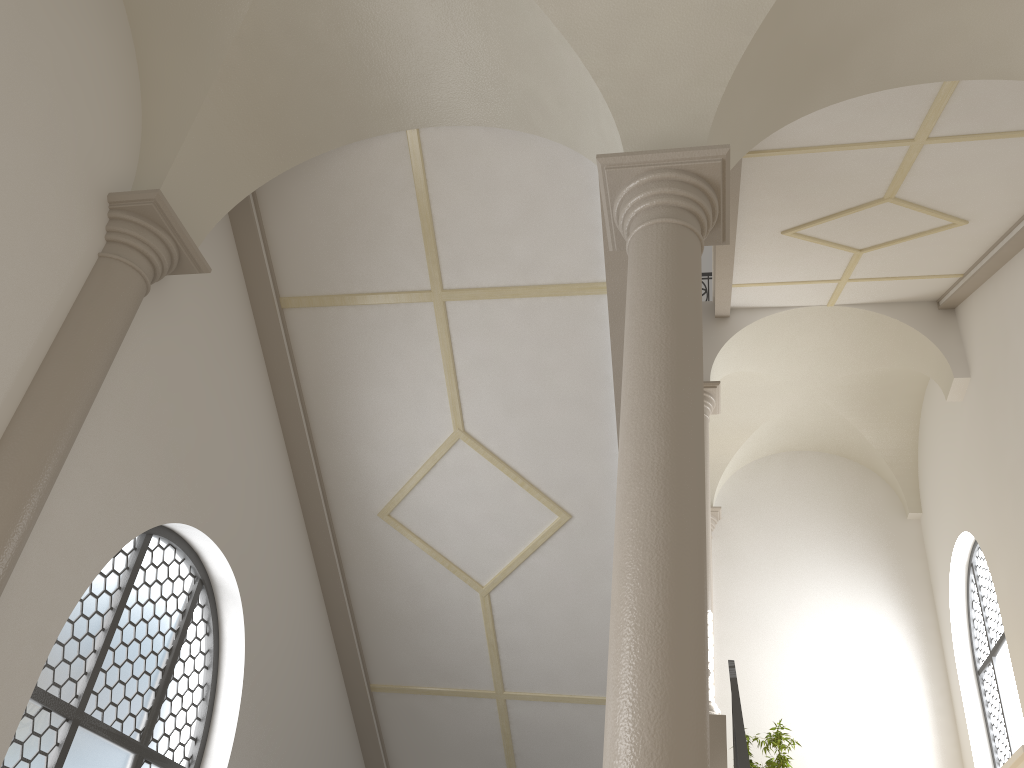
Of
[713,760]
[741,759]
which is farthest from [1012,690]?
[741,759]

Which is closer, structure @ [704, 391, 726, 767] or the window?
structure @ [704, 391, 726, 767]

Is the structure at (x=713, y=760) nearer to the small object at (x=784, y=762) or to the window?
the small object at (x=784, y=762)

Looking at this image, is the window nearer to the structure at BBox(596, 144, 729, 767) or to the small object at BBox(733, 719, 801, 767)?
the small object at BBox(733, 719, 801, 767)

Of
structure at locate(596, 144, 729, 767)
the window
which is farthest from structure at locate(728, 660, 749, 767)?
the window

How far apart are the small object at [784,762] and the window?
2.4m

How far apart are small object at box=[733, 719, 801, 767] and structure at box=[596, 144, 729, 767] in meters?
8.1

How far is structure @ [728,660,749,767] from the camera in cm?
548

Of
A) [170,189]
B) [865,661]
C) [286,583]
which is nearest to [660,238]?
[170,189]

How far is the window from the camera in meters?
10.3 m
